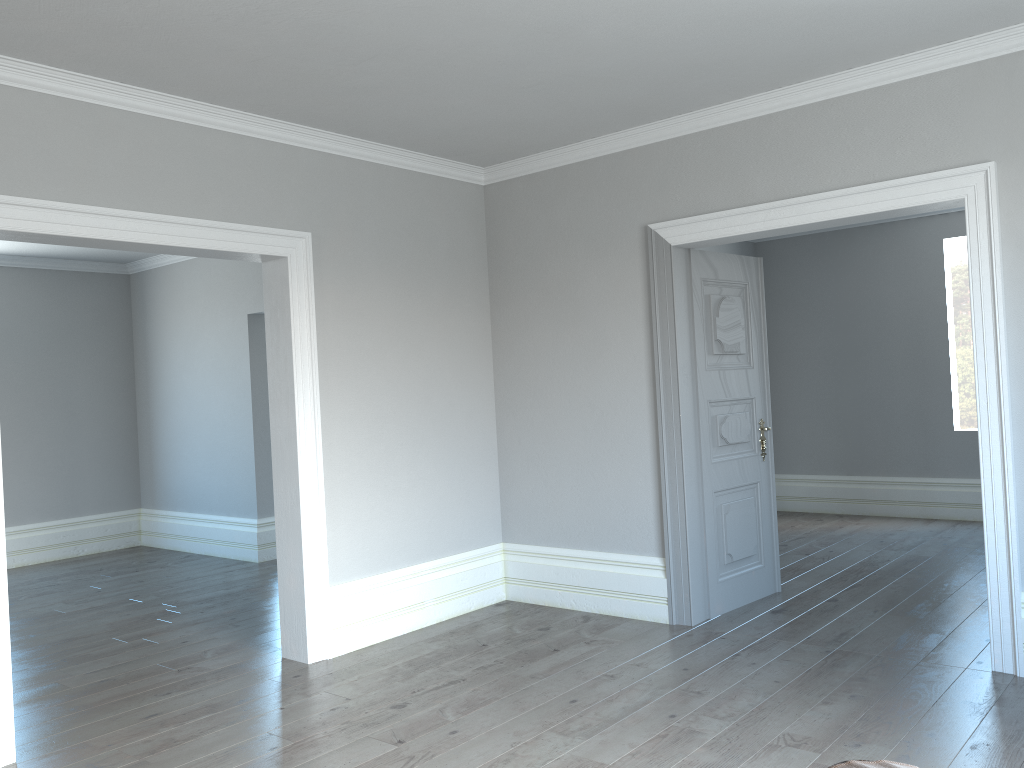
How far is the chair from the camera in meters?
1.2

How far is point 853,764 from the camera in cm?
124

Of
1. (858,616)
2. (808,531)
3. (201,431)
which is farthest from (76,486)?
(858,616)

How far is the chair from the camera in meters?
1.2
